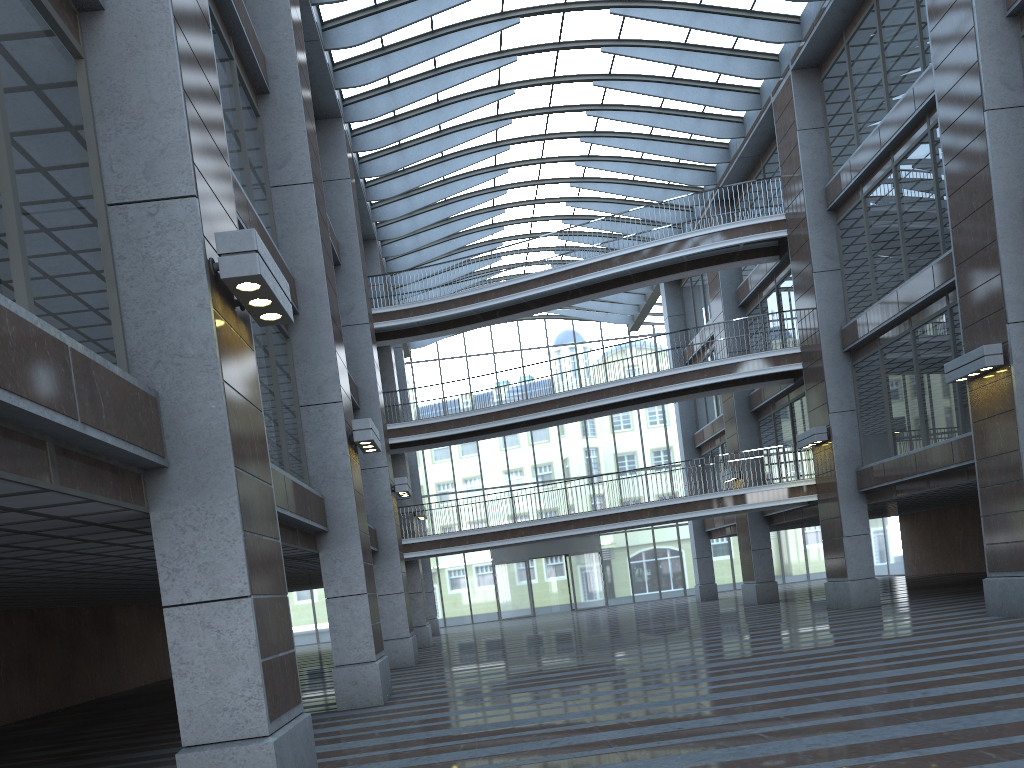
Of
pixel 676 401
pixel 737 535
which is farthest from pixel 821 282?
pixel 737 535
